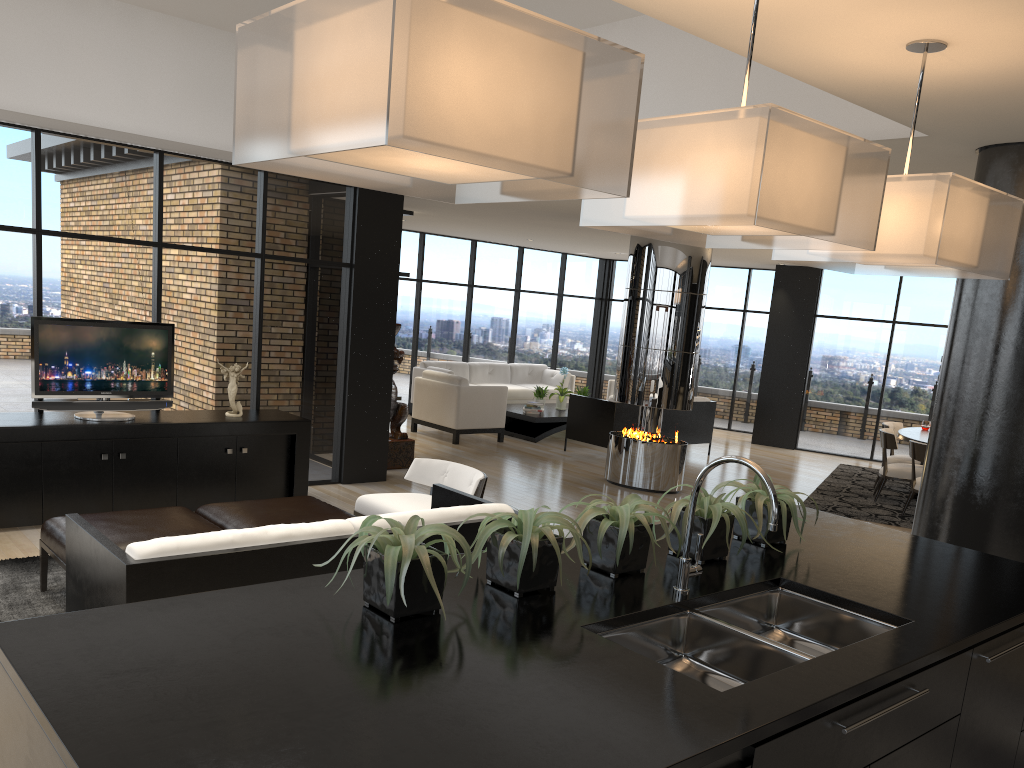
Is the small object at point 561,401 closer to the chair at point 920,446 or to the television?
the chair at point 920,446

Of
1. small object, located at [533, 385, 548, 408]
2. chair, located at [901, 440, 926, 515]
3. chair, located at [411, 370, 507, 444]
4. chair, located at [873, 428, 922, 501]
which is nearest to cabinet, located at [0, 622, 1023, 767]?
chair, located at [901, 440, 926, 515]

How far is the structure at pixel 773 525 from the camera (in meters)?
2.21

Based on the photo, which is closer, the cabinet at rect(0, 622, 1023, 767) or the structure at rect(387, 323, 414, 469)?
the cabinet at rect(0, 622, 1023, 767)

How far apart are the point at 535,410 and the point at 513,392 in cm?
162

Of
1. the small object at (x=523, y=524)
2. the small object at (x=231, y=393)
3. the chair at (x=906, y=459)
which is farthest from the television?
the chair at (x=906, y=459)

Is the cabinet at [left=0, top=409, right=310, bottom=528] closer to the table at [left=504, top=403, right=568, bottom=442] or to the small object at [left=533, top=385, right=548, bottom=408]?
the table at [left=504, top=403, right=568, bottom=442]

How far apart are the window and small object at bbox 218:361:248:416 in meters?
0.5 m

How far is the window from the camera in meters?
6.6 m

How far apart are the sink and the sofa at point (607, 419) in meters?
8.1
